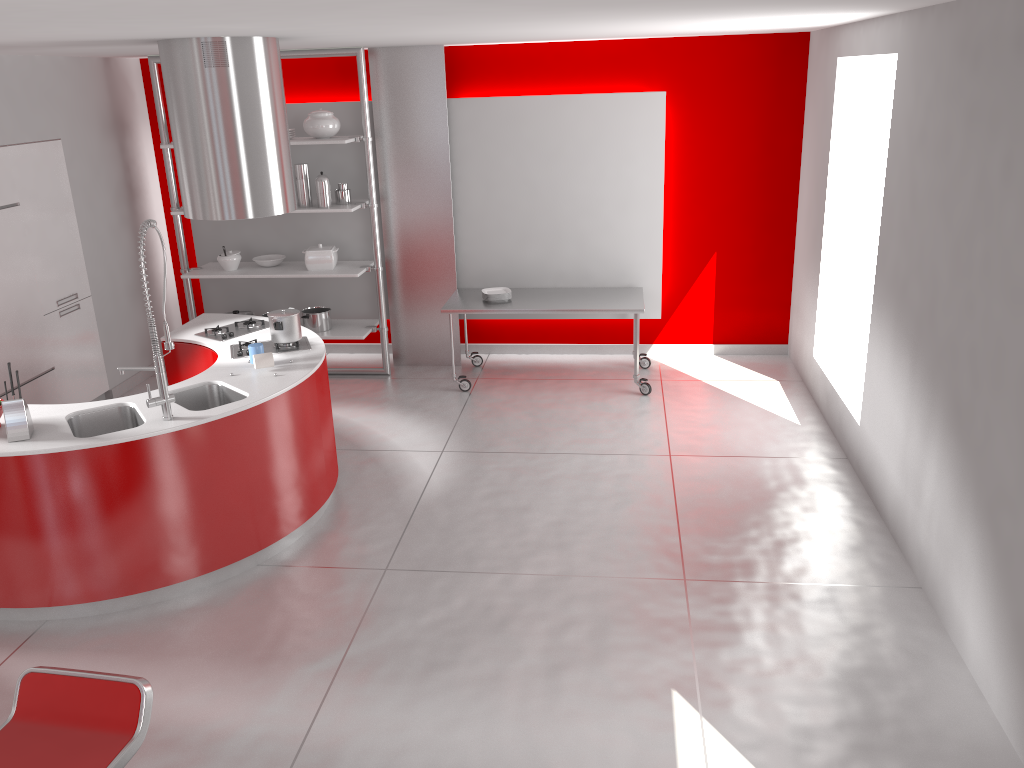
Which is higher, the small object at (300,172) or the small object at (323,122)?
the small object at (323,122)

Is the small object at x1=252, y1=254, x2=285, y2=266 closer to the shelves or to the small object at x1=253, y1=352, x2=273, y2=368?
the shelves

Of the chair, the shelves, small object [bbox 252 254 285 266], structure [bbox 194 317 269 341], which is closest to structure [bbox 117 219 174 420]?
structure [bbox 194 317 269 341]

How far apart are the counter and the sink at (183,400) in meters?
0.0 m

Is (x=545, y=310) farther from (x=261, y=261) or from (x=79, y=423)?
(x=79, y=423)

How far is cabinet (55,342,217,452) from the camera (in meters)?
5.45

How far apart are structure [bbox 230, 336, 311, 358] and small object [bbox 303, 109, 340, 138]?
2.2m

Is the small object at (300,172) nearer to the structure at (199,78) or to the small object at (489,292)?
the small object at (489,292)

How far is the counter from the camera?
4.0 meters

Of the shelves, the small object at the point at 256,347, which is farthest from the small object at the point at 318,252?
the small object at the point at 256,347
